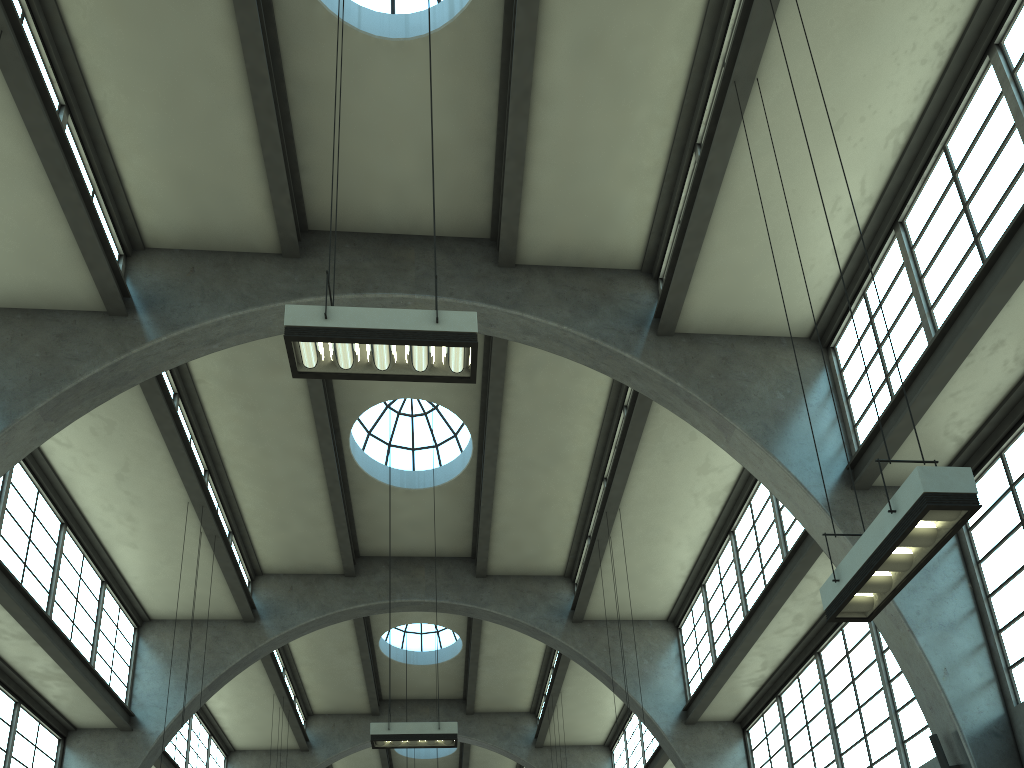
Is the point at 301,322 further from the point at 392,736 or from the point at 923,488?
the point at 392,736

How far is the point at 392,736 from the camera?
12.7 meters

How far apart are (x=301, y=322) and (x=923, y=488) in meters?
5.2

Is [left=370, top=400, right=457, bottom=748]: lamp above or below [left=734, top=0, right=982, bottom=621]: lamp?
above

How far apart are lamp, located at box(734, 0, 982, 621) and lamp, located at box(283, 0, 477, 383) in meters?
3.5

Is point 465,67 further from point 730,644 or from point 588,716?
point 588,716

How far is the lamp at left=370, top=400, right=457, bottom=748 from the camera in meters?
12.7 m

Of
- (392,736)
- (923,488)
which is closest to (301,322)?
(923,488)

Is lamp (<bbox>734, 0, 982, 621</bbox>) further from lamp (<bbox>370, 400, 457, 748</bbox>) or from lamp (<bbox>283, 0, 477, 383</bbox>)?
lamp (<bbox>370, 400, 457, 748</bbox>)

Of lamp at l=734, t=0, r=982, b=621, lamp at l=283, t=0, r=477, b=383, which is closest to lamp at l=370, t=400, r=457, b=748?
lamp at l=283, t=0, r=477, b=383
